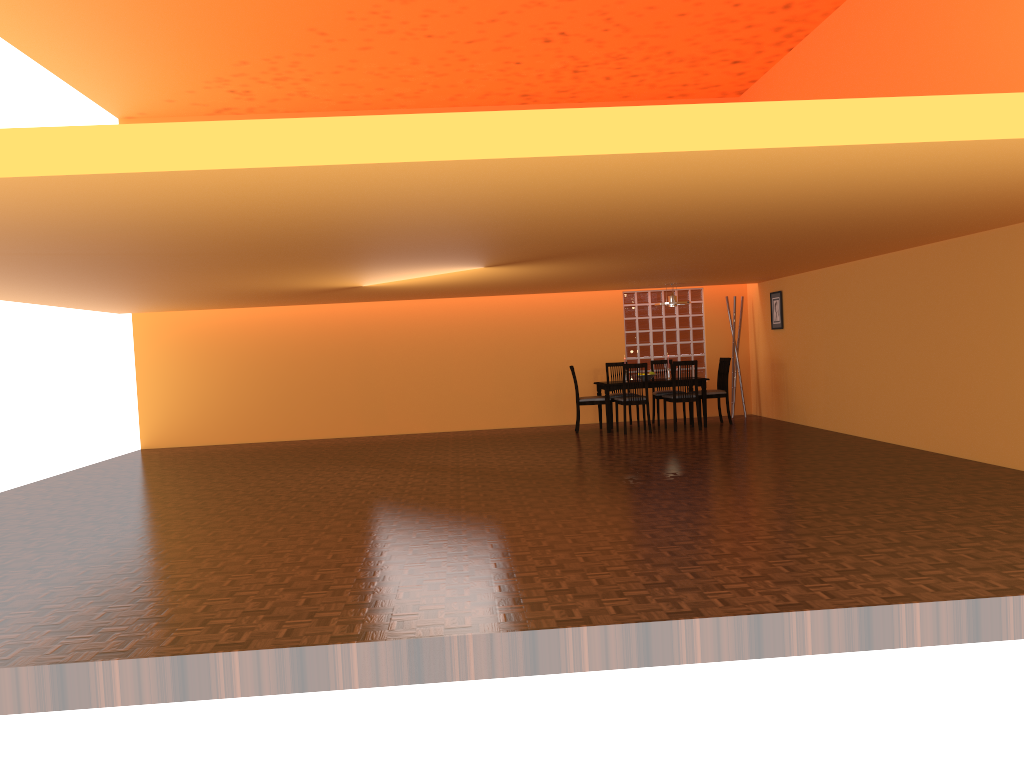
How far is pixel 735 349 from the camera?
11.5m

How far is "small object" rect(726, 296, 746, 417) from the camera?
11.51m

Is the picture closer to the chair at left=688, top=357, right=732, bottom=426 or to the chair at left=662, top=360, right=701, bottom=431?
the chair at left=688, top=357, right=732, bottom=426

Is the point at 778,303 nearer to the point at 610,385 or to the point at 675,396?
the point at 675,396

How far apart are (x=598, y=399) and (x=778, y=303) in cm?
247

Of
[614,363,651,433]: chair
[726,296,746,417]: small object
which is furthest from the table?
[726,296,746,417]: small object

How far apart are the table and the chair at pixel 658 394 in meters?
0.5 m

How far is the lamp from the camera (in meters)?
10.40

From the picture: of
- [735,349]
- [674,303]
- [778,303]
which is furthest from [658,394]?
[778,303]

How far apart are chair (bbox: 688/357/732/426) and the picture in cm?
76
